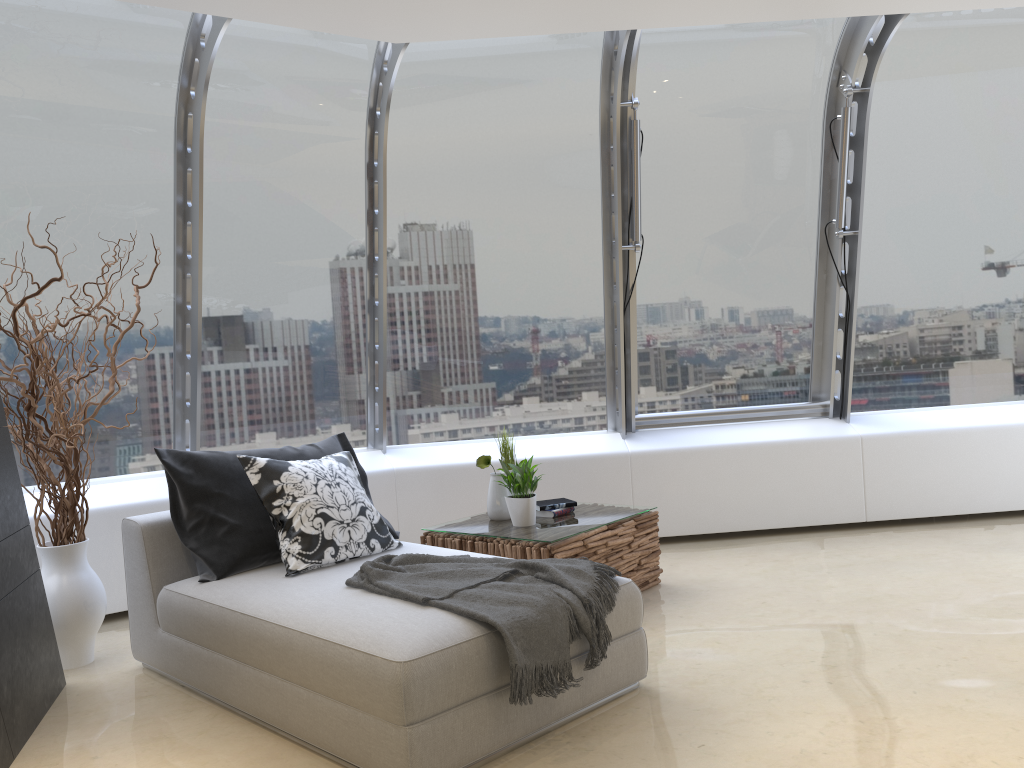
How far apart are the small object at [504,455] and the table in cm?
33

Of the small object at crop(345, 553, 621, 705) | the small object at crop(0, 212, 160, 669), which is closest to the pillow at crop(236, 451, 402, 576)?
the small object at crop(345, 553, 621, 705)

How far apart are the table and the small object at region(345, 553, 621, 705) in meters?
0.7 m

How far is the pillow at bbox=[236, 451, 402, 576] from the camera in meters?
3.7

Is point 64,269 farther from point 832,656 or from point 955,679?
point 955,679

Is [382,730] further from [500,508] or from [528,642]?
[500,508]

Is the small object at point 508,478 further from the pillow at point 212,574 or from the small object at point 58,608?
the small object at point 58,608

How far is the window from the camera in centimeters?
487cm

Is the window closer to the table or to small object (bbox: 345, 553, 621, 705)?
the table

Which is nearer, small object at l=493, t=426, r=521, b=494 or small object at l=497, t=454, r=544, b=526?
small object at l=497, t=454, r=544, b=526
